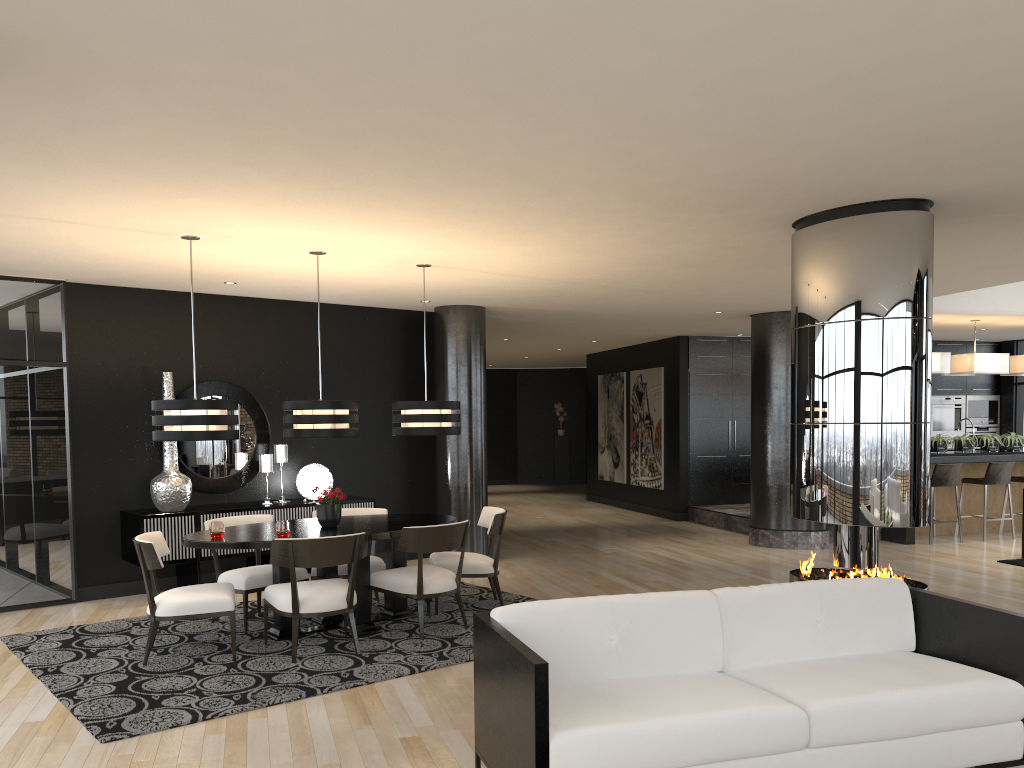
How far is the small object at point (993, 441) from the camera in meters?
10.9

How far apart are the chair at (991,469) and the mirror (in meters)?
8.37

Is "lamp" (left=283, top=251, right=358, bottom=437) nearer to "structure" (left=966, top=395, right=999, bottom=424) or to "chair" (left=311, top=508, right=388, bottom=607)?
"chair" (left=311, top=508, right=388, bottom=607)

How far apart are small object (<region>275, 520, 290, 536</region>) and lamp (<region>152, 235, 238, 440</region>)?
0.64m

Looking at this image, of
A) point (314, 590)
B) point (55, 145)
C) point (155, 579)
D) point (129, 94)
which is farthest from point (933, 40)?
point (155, 579)

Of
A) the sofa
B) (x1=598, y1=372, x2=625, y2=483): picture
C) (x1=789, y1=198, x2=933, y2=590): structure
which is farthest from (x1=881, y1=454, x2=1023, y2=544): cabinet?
the sofa

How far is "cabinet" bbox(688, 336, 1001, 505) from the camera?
13.0 meters

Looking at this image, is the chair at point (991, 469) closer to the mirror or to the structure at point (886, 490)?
the structure at point (886, 490)

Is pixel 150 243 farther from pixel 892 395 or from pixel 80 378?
pixel 892 395

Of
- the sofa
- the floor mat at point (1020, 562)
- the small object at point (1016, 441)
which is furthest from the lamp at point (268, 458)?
the small object at point (1016, 441)
